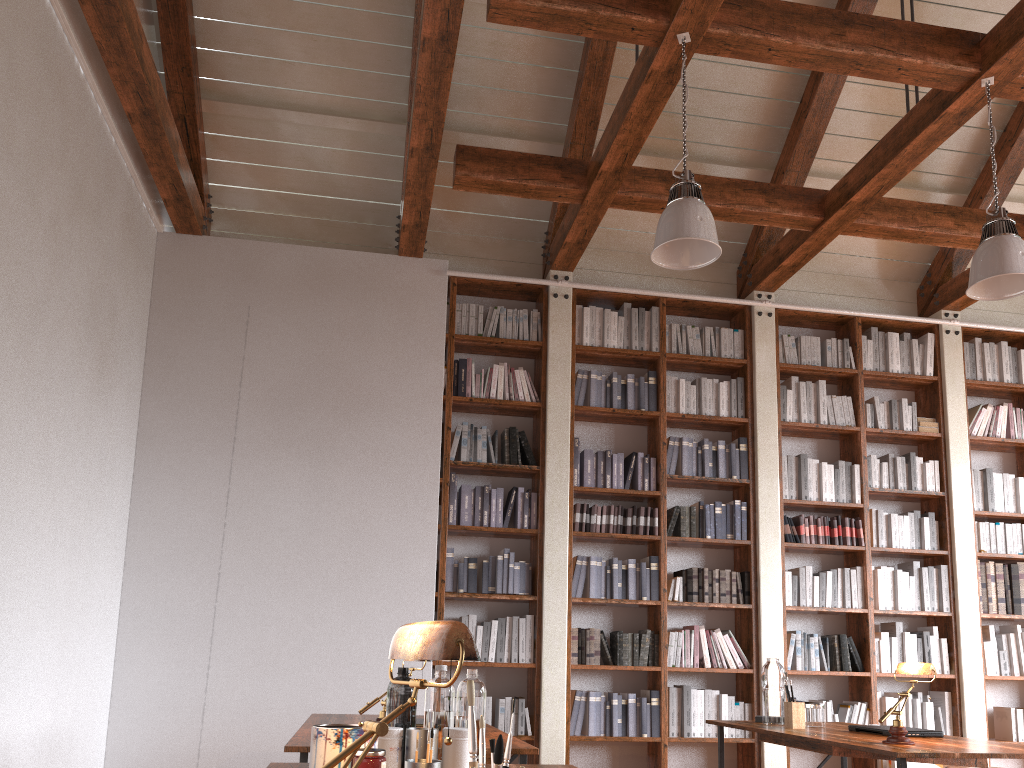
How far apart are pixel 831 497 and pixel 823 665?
1.1m

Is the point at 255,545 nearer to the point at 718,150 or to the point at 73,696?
the point at 73,696

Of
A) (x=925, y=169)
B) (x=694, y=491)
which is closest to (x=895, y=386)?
(x=925, y=169)

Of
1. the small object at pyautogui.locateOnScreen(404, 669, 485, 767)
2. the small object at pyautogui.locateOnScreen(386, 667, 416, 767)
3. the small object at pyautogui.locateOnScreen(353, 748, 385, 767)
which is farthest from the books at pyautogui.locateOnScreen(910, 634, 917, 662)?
the small object at pyautogui.locateOnScreen(353, 748, 385, 767)

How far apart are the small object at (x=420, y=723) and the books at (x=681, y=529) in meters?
3.1

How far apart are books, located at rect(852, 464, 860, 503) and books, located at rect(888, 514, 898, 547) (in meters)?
0.28

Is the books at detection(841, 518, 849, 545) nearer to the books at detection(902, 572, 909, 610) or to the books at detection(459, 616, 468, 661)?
the books at detection(902, 572, 909, 610)

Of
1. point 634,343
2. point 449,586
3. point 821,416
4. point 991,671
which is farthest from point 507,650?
point 991,671

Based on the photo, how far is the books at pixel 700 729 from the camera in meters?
5.6

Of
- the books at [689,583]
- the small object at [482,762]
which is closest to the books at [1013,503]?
the books at [689,583]
